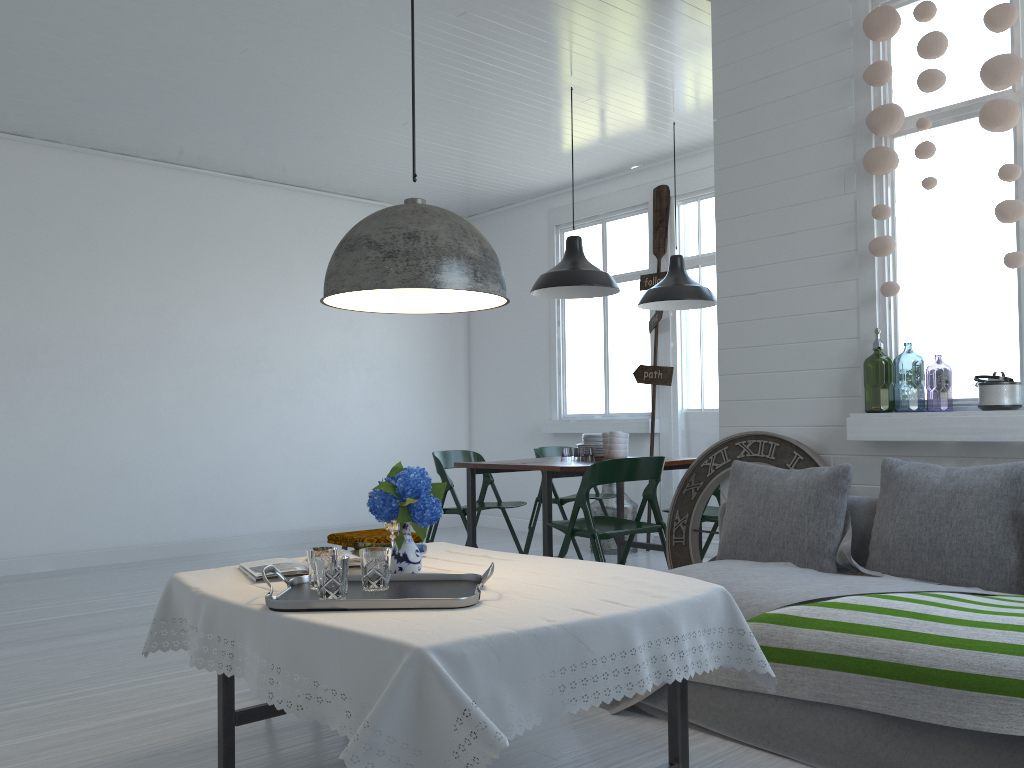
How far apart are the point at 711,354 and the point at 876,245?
3.8 meters

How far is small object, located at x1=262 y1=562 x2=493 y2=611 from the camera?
2.3 meters

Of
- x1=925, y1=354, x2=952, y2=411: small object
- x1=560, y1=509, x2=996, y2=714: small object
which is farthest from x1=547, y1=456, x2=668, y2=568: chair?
x1=925, y1=354, x2=952, y2=411: small object

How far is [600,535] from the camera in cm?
506

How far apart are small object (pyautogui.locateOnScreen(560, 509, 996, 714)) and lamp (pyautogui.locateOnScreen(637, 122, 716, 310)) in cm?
313

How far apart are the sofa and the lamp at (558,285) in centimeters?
215cm

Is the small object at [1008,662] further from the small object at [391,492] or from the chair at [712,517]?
the chair at [712,517]

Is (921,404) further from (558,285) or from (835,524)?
(835,524)

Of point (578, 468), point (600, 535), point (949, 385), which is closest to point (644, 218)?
point (578, 468)

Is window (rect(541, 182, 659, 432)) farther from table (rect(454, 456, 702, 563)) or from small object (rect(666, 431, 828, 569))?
small object (rect(666, 431, 828, 569))
